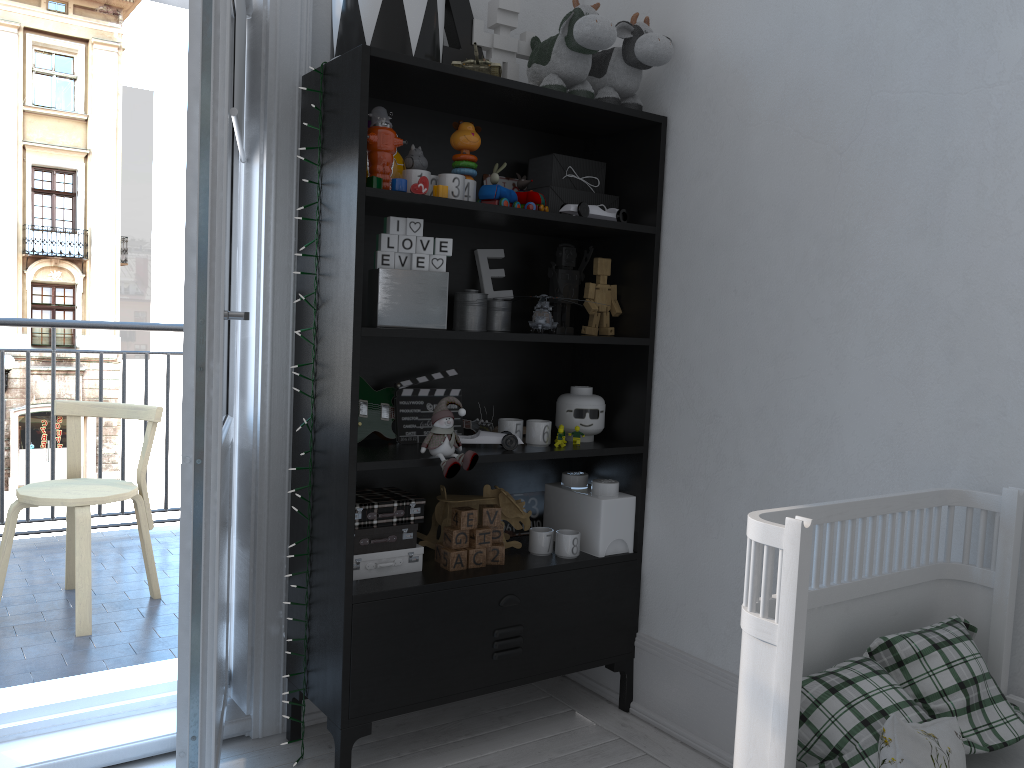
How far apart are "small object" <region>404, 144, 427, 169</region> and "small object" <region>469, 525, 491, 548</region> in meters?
0.9

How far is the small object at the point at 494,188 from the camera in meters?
2.2

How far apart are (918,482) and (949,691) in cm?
50

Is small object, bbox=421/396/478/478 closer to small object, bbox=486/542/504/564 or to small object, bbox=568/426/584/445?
small object, bbox=486/542/504/564

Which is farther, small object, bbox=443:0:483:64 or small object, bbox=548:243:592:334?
small object, bbox=548:243:592:334

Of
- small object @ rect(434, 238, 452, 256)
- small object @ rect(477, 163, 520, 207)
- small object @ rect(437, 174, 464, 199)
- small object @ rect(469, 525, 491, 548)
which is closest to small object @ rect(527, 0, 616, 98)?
small object @ rect(477, 163, 520, 207)

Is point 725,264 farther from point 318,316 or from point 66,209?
point 66,209

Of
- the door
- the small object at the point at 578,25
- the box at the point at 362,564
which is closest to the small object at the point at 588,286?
the small object at the point at 578,25

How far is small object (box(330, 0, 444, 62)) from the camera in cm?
199

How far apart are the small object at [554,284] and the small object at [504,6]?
0.48m
